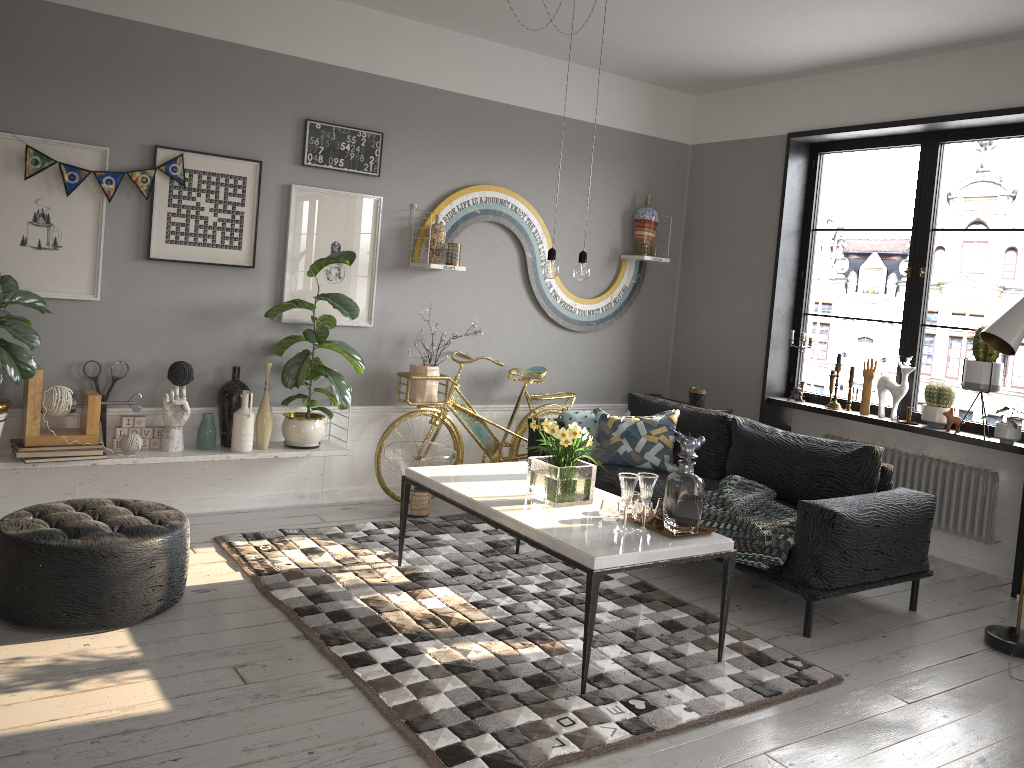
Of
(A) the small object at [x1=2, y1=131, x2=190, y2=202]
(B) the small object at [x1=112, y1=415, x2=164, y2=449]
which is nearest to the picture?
(A) the small object at [x1=2, y1=131, x2=190, y2=202]

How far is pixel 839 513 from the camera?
3.9 meters

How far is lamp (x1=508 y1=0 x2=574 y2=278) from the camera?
3.79m

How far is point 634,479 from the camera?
3.44m

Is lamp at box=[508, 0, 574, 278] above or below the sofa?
above

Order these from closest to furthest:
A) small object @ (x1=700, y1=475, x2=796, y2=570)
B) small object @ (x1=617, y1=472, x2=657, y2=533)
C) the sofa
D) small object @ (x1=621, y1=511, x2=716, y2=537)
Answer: small object @ (x1=617, y1=472, x2=657, y2=533)
small object @ (x1=621, y1=511, x2=716, y2=537)
the sofa
small object @ (x1=700, y1=475, x2=796, y2=570)

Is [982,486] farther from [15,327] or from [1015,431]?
[15,327]

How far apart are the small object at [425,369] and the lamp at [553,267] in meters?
1.8

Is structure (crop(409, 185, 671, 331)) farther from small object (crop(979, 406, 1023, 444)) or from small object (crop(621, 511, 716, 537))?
small object (crop(979, 406, 1023, 444))

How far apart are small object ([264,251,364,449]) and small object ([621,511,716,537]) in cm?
206
